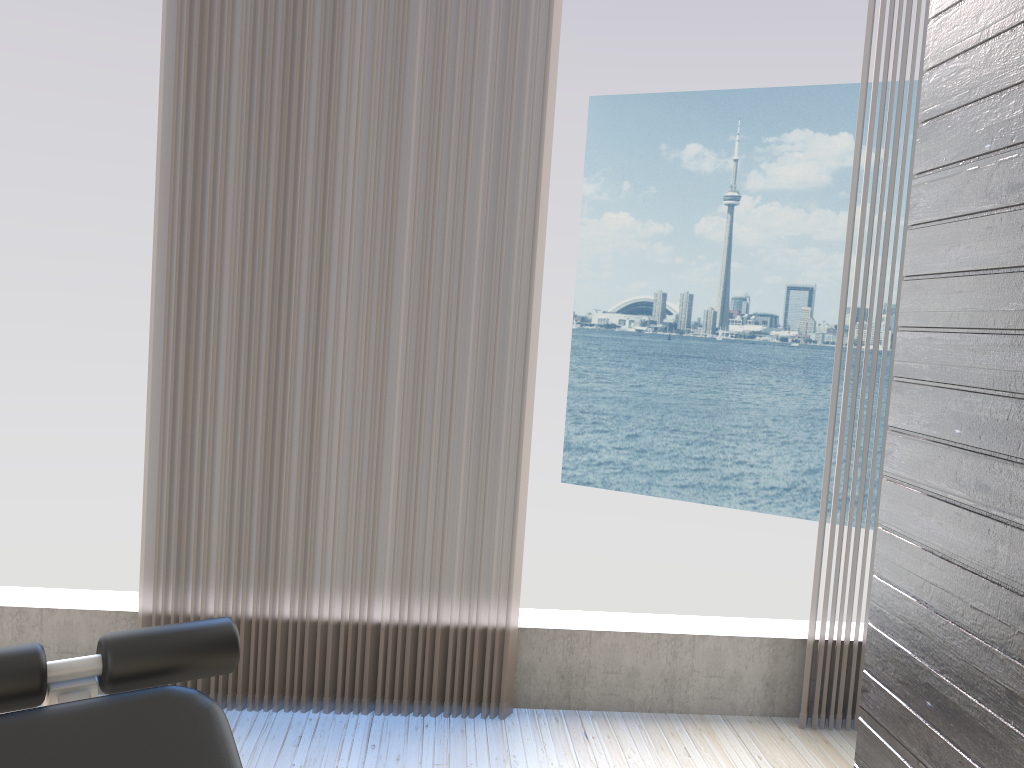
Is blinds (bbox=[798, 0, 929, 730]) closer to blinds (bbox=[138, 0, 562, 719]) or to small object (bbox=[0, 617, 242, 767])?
blinds (bbox=[138, 0, 562, 719])

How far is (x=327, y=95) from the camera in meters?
2.5 m

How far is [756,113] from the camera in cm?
3069

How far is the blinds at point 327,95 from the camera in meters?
2.5

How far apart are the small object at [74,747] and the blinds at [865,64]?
1.99m

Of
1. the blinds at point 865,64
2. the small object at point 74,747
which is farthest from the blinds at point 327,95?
the small object at point 74,747

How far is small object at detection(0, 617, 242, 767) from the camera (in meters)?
1.08

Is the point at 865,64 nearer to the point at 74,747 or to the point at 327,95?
the point at 327,95

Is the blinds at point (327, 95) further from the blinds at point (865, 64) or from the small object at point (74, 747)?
the small object at point (74, 747)

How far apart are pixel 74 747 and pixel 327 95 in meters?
1.9 m
